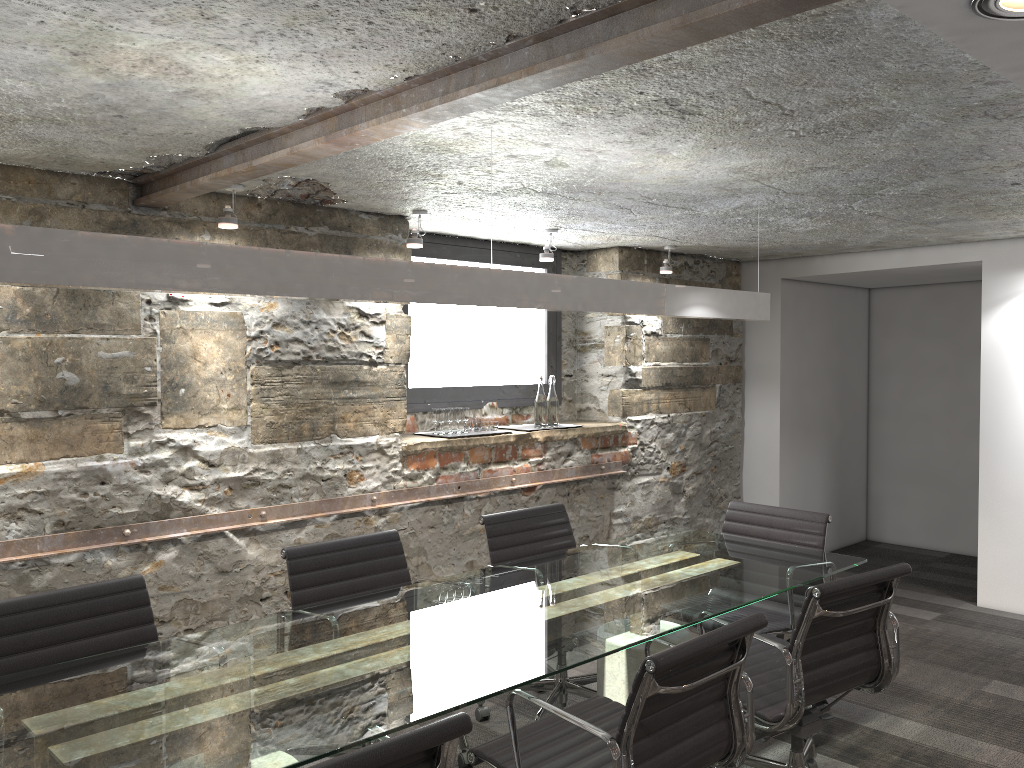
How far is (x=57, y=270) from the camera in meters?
1.8

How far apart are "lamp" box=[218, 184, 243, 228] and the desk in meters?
1.6

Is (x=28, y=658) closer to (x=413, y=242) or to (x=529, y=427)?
(x=413, y=242)

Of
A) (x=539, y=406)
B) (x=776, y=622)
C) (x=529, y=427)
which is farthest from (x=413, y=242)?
(x=776, y=622)

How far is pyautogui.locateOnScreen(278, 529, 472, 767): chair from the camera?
3.0m

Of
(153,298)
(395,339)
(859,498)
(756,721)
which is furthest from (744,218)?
(859,498)

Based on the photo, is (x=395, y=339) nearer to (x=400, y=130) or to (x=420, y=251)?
(x=420, y=251)

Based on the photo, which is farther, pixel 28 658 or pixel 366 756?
pixel 28 658

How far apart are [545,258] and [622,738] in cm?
305

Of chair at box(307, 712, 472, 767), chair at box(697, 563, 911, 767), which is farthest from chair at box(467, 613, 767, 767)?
chair at box(307, 712, 472, 767)
